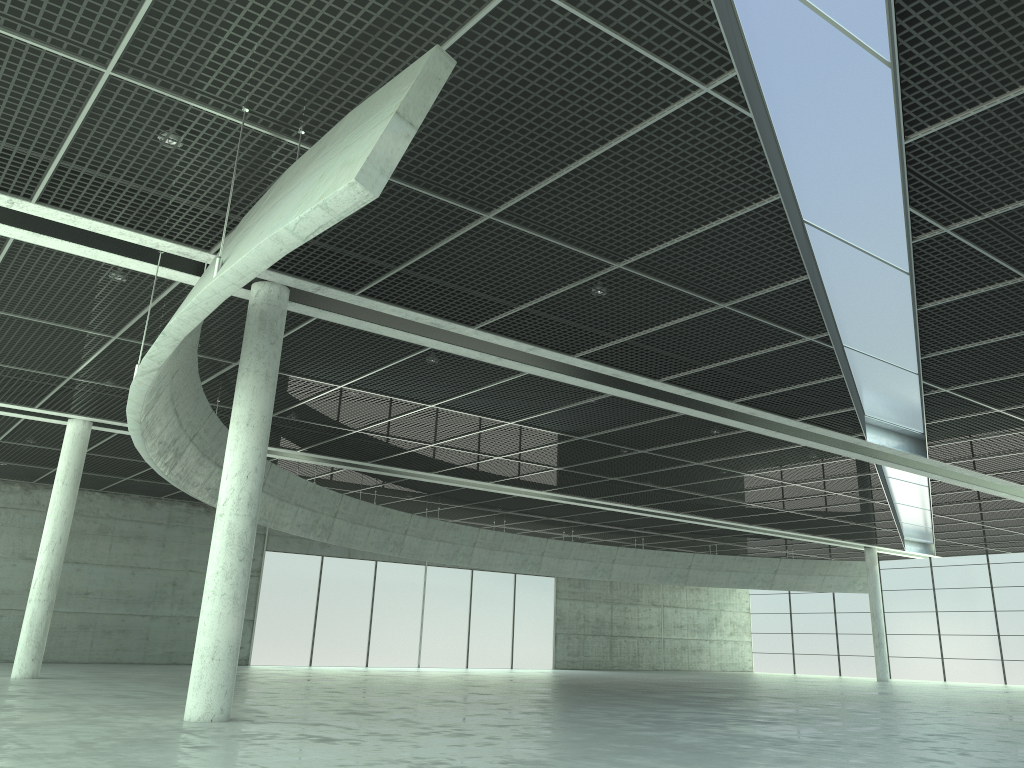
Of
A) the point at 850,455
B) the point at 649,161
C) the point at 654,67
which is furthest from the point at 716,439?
the point at 654,67
